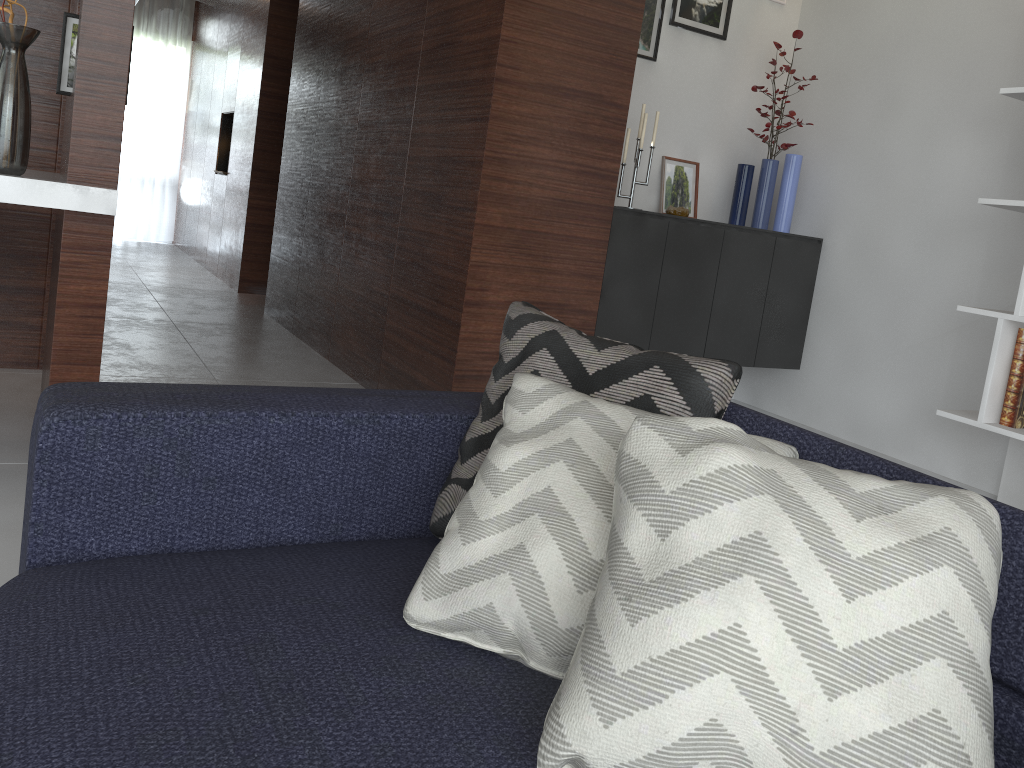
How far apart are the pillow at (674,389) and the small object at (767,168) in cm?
262

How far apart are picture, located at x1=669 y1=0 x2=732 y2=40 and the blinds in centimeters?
665cm

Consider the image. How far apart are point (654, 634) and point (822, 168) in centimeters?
343cm

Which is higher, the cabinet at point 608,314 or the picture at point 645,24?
the picture at point 645,24

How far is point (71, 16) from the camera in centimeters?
233cm

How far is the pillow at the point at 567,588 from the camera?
1.0 meters

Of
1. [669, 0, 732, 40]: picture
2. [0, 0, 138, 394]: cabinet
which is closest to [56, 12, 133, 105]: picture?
[0, 0, 138, 394]: cabinet

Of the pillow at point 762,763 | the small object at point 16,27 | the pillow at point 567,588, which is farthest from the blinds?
the pillow at point 762,763

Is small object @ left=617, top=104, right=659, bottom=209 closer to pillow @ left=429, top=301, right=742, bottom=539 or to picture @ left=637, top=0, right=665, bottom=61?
picture @ left=637, top=0, right=665, bottom=61

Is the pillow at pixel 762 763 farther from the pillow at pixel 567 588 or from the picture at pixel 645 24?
the picture at pixel 645 24
